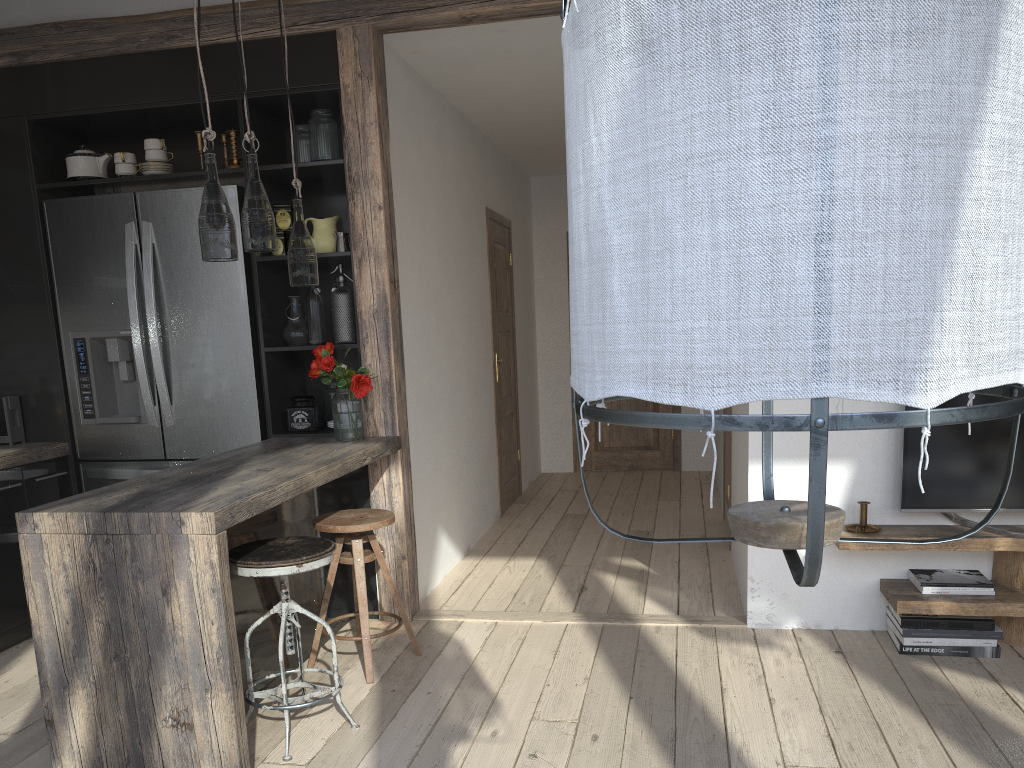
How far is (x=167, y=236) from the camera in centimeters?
392cm

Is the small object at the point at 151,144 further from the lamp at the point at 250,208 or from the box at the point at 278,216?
the lamp at the point at 250,208

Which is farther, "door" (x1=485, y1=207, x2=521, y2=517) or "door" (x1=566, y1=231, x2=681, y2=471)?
"door" (x1=566, y1=231, x2=681, y2=471)

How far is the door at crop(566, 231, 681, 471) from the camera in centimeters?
760cm

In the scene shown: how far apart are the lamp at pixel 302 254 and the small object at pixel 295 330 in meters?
0.8

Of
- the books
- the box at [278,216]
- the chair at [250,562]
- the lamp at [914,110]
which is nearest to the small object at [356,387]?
the box at [278,216]

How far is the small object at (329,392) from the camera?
4.1 meters

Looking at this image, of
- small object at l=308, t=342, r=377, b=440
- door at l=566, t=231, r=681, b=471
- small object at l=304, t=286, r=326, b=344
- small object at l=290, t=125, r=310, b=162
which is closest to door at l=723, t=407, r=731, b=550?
door at l=566, t=231, r=681, b=471

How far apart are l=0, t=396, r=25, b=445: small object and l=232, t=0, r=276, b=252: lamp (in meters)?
1.89

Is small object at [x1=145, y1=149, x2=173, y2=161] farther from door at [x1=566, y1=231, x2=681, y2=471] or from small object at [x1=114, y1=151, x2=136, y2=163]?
door at [x1=566, y1=231, x2=681, y2=471]
